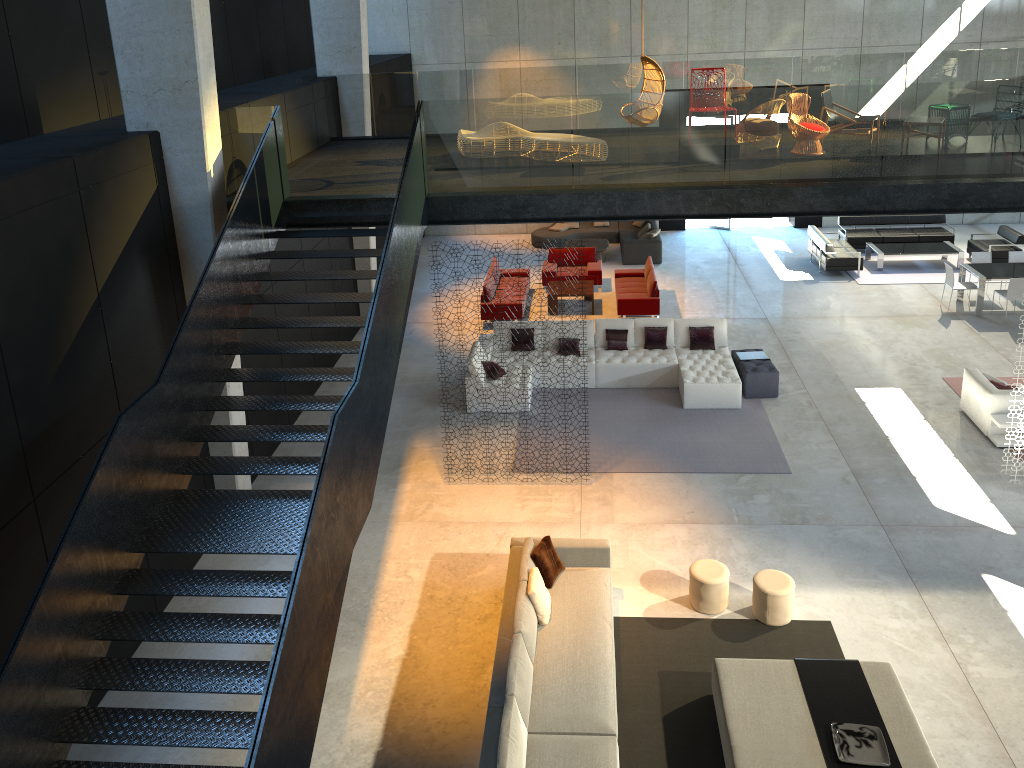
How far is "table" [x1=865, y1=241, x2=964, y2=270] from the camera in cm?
1883

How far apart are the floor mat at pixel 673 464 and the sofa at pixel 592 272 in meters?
4.9

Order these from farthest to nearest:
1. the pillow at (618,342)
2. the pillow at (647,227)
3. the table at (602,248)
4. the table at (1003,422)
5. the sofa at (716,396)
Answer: the pillow at (647,227) → the table at (602,248) → the pillow at (618,342) → the sofa at (716,396) → the table at (1003,422)

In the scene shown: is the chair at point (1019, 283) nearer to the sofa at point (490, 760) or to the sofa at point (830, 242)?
the sofa at point (830, 242)

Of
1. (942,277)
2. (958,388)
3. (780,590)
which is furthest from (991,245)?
(780,590)

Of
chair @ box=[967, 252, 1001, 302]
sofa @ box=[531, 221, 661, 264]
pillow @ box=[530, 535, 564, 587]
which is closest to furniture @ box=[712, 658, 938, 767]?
pillow @ box=[530, 535, 564, 587]

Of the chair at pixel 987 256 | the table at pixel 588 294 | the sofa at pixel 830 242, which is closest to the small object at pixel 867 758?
the table at pixel 588 294

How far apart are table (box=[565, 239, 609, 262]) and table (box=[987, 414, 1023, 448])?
10.12m

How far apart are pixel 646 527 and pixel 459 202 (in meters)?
4.46

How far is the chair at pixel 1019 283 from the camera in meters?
15.7 m
